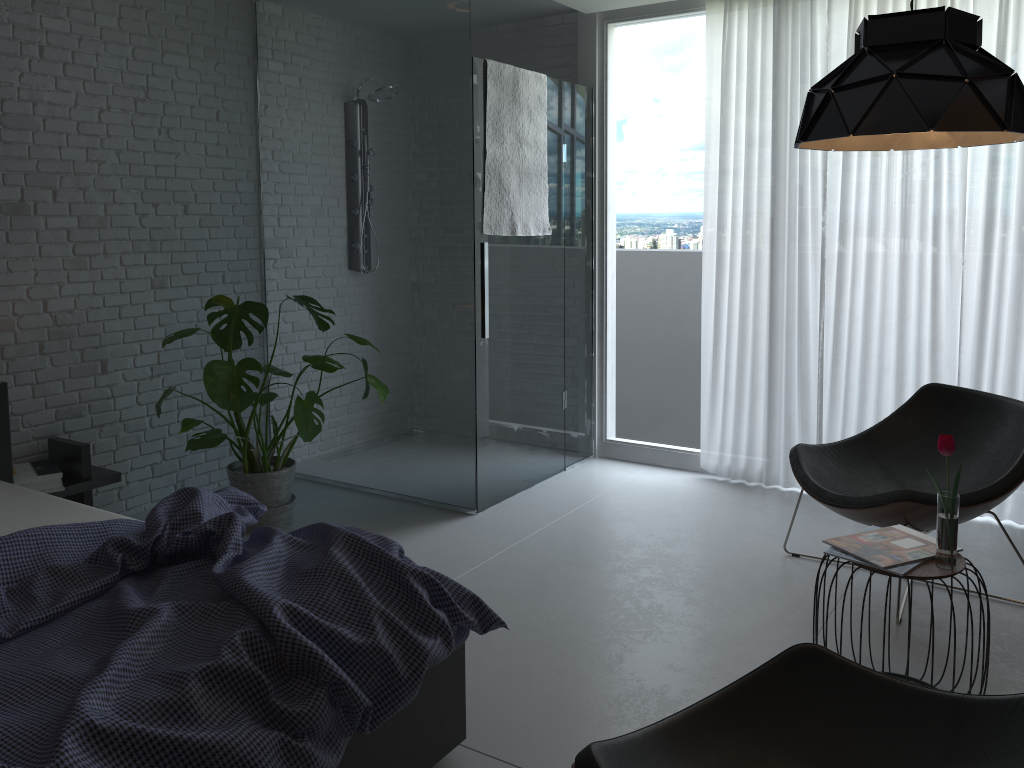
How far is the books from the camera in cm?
241

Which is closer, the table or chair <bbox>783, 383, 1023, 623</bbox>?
the table

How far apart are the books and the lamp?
1.1 meters

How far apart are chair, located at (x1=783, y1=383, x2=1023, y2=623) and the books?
0.3 meters

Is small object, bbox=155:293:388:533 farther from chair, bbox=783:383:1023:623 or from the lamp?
the lamp

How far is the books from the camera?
2.4m

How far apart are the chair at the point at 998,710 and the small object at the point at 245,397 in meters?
2.2 m

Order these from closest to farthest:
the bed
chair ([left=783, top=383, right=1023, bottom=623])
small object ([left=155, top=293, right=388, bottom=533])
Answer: the bed < chair ([left=783, top=383, right=1023, bottom=623]) < small object ([left=155, top=293, right=388, bottom=533])

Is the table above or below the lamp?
below

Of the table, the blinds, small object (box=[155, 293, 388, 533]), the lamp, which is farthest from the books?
small object (box=[155, 293, 388, 533])
